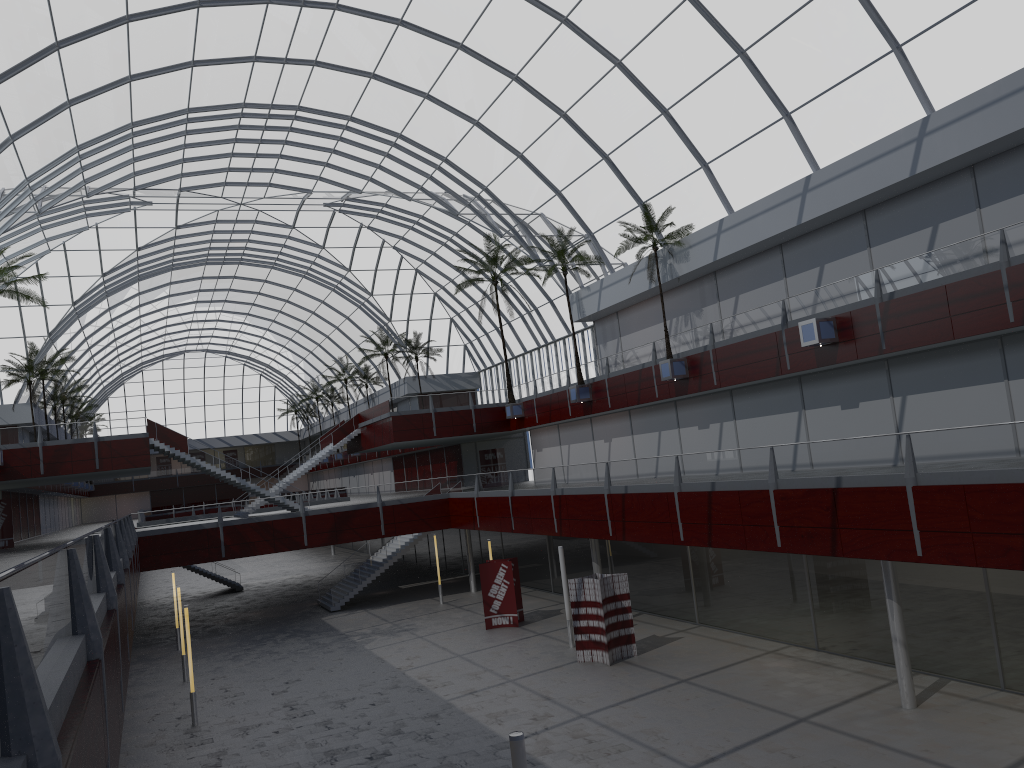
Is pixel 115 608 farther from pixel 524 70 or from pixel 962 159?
pixel 524 70

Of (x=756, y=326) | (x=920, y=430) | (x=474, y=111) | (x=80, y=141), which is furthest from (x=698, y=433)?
(x=80, y=141)
